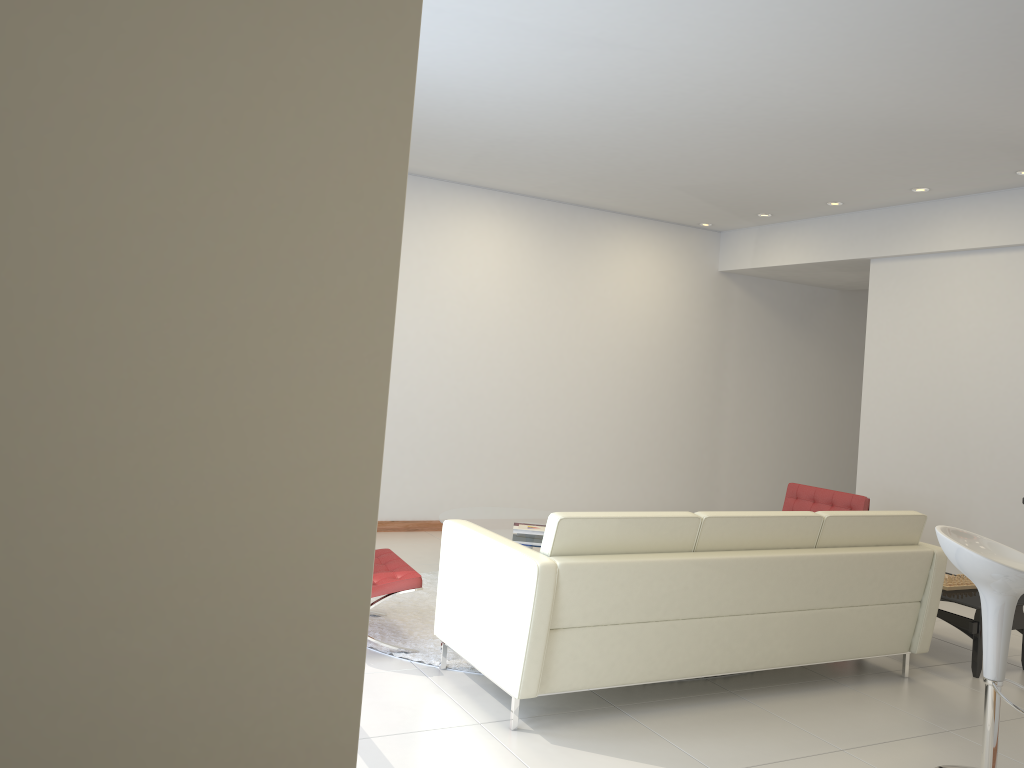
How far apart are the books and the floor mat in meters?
0.7

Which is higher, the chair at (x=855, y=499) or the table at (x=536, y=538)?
the chair at (x=855, y=499)

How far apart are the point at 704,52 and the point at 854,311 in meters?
6.9 m

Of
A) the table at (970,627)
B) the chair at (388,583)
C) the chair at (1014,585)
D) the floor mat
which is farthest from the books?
the chair at (1014,585)

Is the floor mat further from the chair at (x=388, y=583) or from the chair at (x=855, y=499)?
the chair at (x=855, y=499)

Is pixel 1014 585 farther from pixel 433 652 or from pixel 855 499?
pixel 855 499

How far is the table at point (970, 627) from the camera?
5.0m

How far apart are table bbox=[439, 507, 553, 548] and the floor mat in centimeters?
40cm

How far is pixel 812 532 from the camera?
4.47m

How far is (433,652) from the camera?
4.7m
